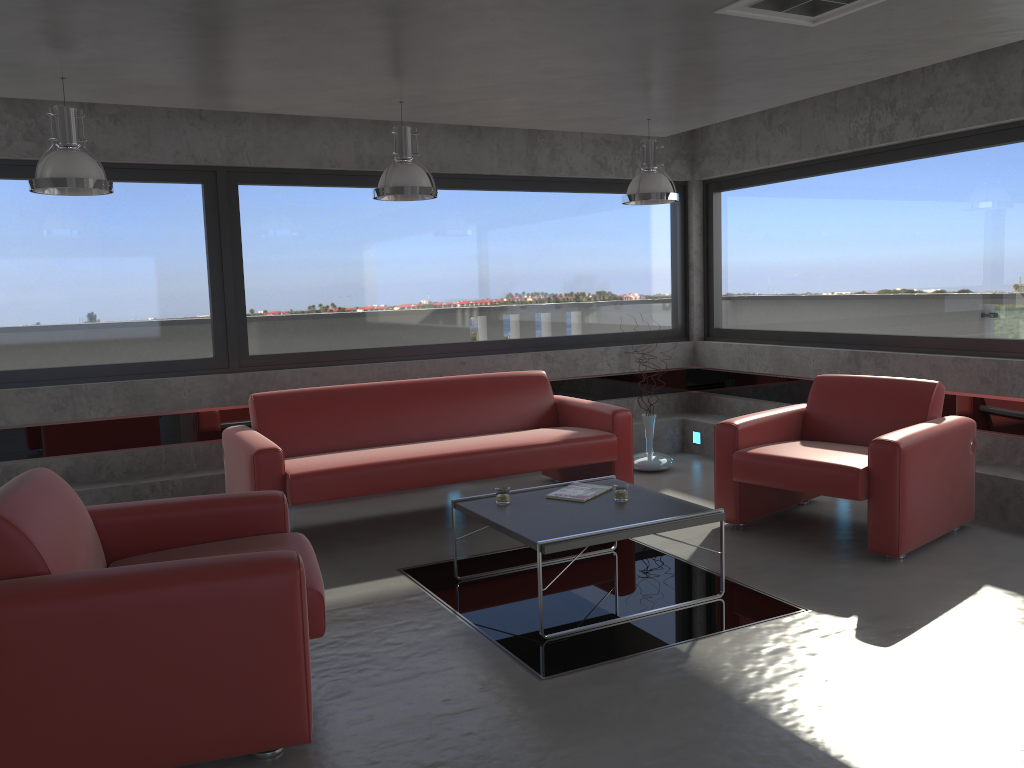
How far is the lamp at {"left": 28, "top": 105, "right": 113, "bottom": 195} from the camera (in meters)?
4.34

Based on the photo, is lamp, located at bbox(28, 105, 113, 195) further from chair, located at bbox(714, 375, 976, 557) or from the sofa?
chair, located at bbox(714, 375, 976, 557)

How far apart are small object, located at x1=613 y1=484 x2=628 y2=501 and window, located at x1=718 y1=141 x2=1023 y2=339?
3.11m

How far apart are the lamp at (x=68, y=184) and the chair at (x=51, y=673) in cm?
164

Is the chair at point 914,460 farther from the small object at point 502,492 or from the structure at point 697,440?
the structure at point 697,440

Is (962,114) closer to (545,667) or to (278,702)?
(545,667)

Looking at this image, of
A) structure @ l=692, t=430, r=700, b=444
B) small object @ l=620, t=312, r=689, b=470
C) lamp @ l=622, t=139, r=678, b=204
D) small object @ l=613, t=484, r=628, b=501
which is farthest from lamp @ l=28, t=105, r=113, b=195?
structure @ l=692, t=430, r=700, b=444

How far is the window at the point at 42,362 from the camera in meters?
6.0

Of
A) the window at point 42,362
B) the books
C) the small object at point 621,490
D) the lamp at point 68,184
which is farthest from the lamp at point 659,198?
the lamp at point 68,184

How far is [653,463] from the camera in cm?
711
